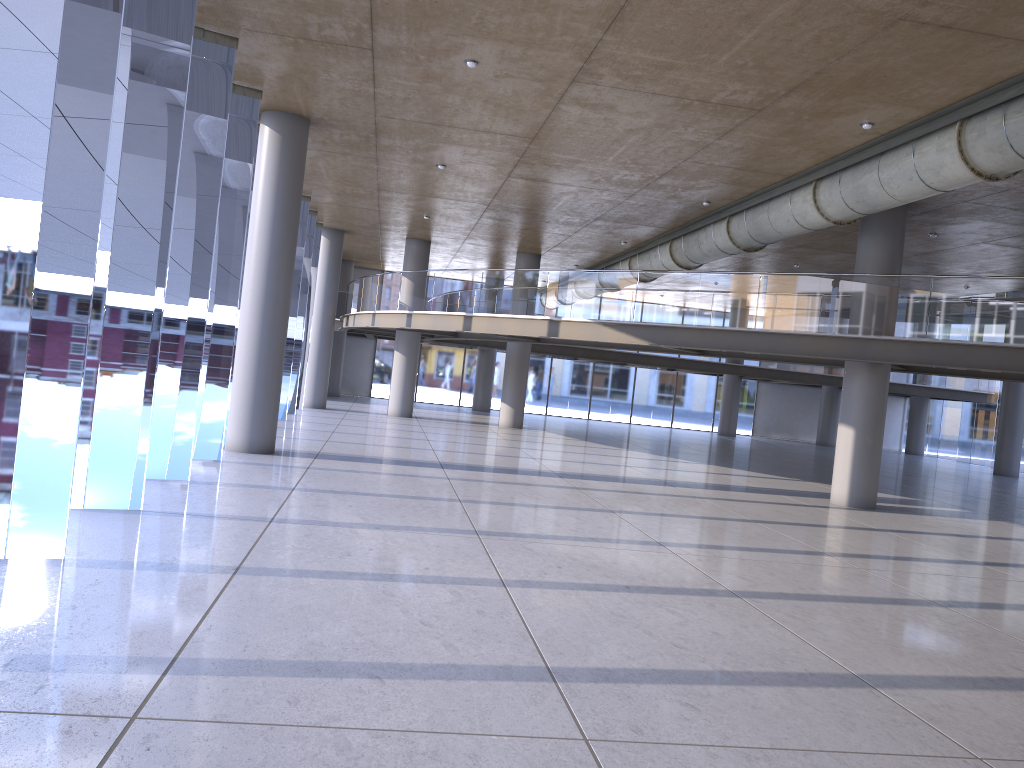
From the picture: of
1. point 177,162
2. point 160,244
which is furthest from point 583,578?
point 160,244
